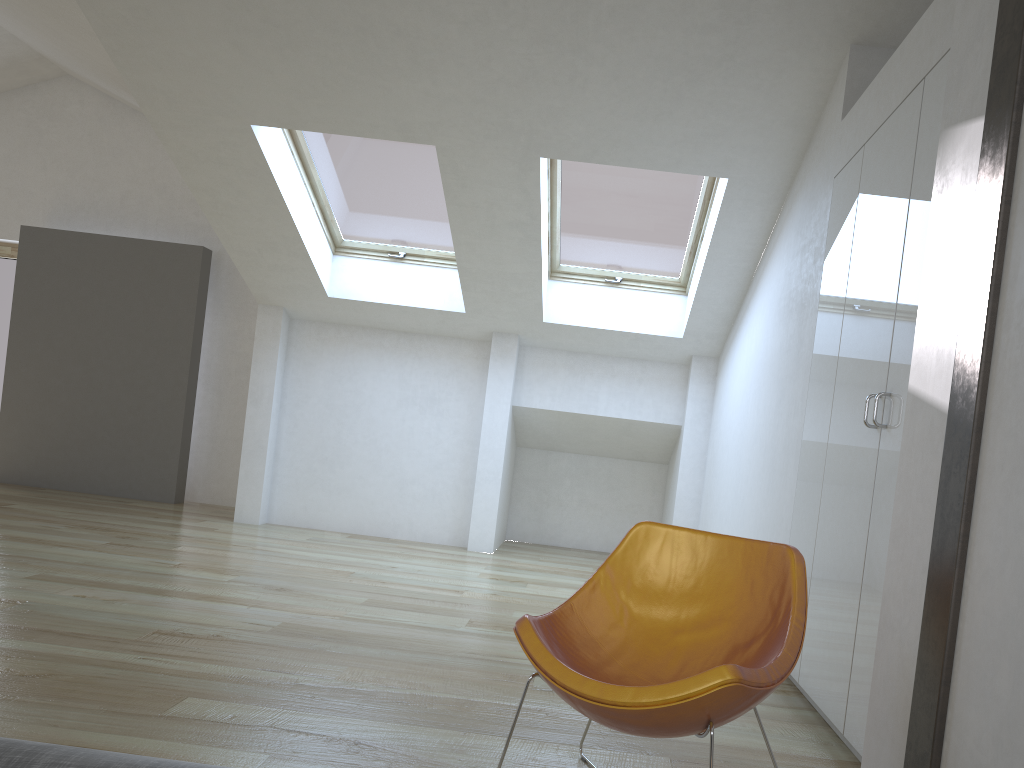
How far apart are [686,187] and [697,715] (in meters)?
4.35

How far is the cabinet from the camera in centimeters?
280cm

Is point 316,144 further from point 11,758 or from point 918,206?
point 11,758

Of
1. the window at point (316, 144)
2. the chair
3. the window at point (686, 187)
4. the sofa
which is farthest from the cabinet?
the window at point (316, 144)

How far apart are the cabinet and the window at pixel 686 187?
1.61m

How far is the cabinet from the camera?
2.80m

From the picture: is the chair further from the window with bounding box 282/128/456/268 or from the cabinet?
the window with bounding box 282/128/456/268

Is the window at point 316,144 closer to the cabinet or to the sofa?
the cabinet

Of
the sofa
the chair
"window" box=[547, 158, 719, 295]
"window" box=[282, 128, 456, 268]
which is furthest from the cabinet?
"window" box=[282, 128, 456, 268]

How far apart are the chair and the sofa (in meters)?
1.46
